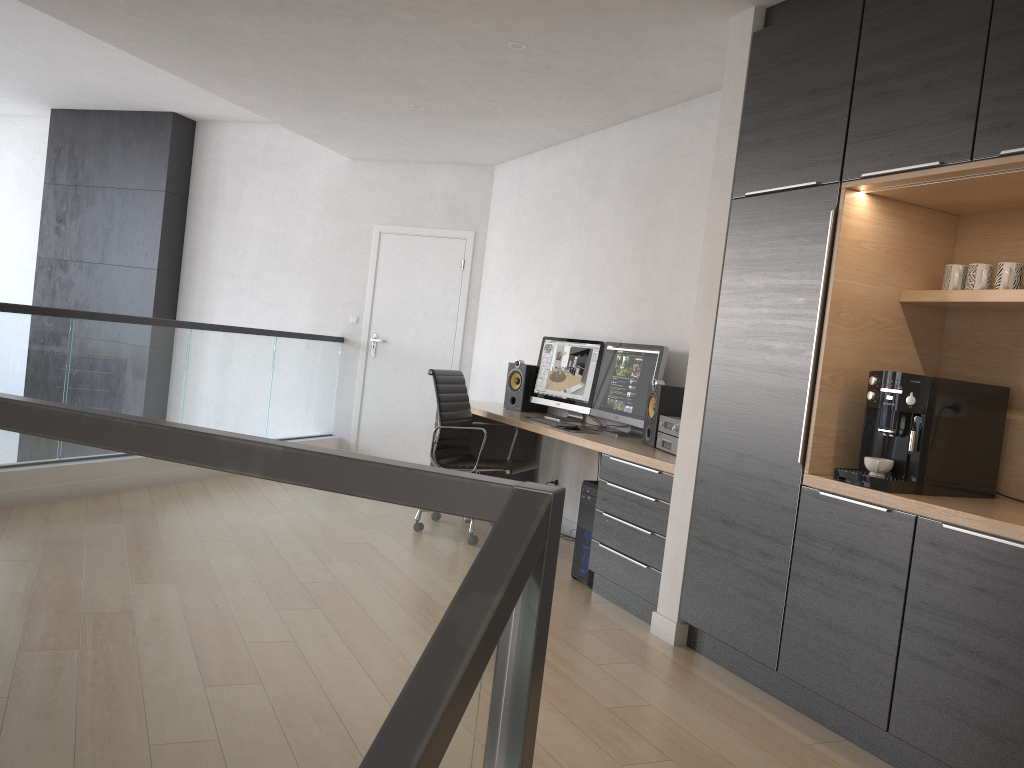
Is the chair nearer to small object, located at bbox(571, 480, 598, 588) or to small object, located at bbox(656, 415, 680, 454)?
small object, located at bbox(571, 480, 598, 588)

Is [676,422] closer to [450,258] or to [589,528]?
[589,528]

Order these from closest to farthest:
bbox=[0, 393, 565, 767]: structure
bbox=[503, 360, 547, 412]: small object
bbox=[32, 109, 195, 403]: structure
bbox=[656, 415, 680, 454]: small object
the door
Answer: bbox=[0, 393, 565, 767]: structure
bbox=[656, 415, 680, 454]: small object
bbox=[503, 360, 547, 412]: small object
the door
bbox=[32, 109, 195, 403]: structure

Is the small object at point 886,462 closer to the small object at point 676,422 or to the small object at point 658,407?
the small object at point 676,422

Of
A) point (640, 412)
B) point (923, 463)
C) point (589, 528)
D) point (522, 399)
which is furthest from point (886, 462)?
point (522, 399)

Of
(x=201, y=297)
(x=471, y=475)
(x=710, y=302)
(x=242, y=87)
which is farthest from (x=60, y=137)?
(x=471, y=475)

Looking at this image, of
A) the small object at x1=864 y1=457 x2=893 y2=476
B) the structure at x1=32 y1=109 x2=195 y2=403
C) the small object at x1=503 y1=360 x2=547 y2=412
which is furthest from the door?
the small object at x1=864 y1=457 x2=893 y2=476

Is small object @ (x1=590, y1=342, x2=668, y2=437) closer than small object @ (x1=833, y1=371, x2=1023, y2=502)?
No

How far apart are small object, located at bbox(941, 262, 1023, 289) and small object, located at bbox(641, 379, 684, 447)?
1.59m

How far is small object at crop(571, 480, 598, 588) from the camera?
4.56m
